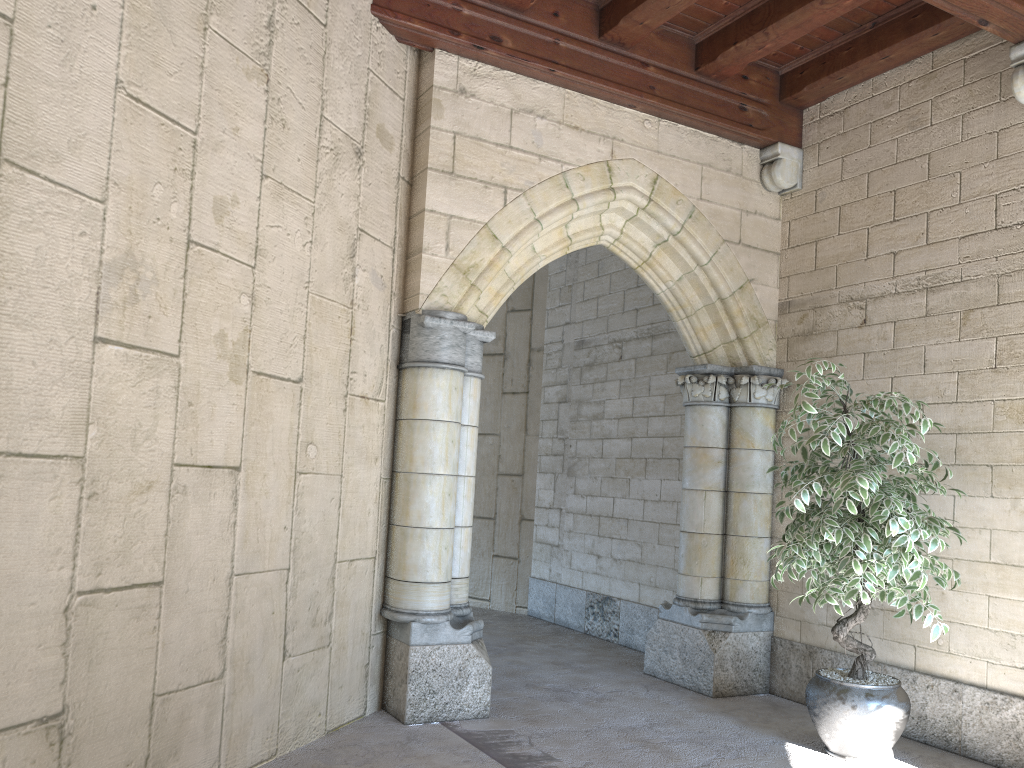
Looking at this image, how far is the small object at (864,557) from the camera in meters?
3.3

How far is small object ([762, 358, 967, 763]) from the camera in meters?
3.3 m

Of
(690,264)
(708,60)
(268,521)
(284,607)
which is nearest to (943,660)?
(690,264)

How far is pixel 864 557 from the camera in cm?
331

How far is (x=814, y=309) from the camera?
4.68m
